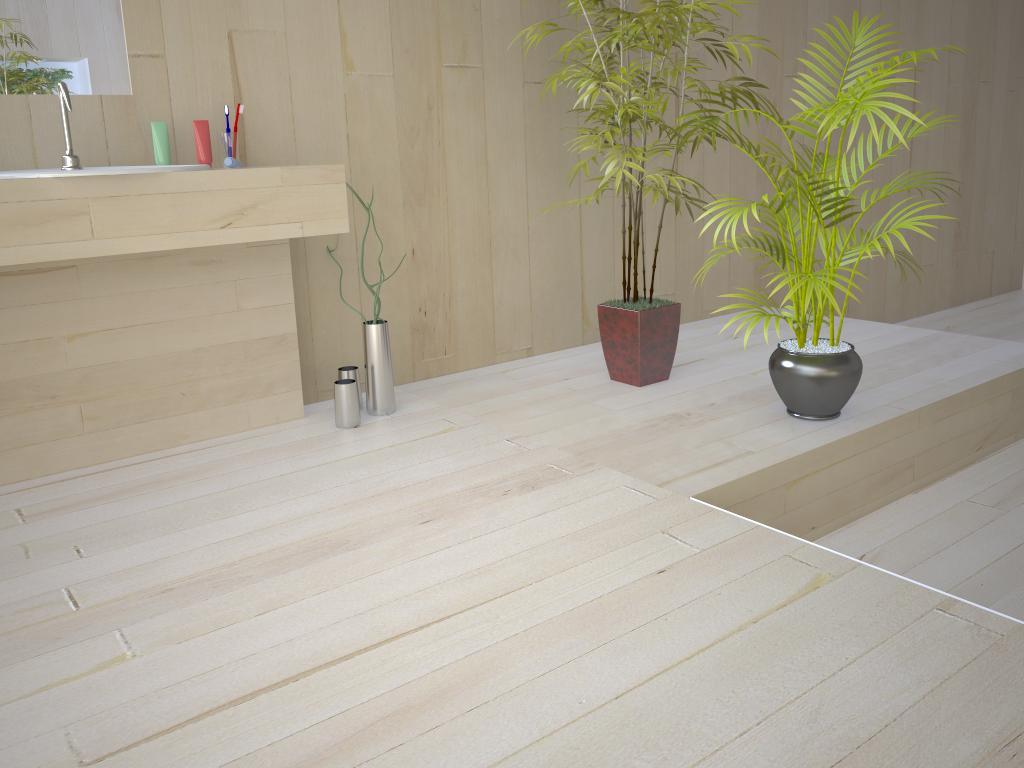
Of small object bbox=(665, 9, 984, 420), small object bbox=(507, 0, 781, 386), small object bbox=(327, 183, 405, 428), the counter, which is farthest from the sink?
small object bbox=(665, 9, 984, 420)

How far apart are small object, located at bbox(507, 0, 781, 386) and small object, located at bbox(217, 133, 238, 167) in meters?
1.0 m

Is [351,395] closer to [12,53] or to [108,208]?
[108,208]

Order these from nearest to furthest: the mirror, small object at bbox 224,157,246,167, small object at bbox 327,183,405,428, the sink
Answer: the sink → the mirror → small object at bbox 224,157,246,167 → small object at bbox 327,183,405,428

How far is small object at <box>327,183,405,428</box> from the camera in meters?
2.6

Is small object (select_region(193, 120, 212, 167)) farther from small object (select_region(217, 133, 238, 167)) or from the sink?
the sink

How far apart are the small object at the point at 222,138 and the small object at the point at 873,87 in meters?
1.4 m

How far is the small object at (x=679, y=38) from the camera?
2.70m

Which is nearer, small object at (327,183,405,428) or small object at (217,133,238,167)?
small object at (217,133,238,167)

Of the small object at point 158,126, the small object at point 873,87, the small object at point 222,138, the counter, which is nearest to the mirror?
the small object at point 158,126
